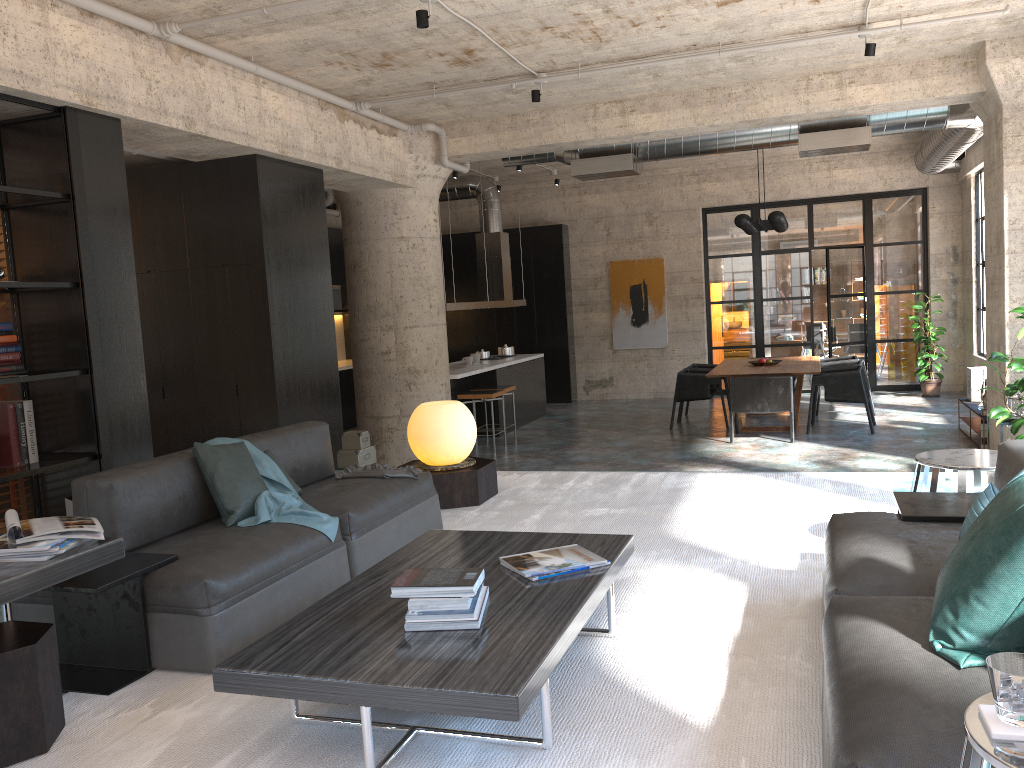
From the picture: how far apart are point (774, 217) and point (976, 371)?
2.80m

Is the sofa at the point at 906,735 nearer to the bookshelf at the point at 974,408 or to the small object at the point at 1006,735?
the small object at the point at 1006,735

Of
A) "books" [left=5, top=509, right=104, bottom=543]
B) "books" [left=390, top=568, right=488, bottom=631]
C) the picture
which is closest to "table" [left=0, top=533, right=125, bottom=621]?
"books" [left=5, top=509, right=104, bottom=543]

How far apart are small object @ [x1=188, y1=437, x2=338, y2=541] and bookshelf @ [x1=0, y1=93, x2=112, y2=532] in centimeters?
131cm

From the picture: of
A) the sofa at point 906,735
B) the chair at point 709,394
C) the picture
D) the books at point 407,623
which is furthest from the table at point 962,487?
the picture

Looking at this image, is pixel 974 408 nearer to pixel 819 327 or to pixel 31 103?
pixel 819 327

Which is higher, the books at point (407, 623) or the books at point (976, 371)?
the books at point (407, 623)

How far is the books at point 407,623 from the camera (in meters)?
2.65

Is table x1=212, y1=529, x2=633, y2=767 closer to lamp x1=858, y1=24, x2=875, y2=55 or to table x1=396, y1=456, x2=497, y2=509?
table x1=396, y1=456, x2=497, y2=509

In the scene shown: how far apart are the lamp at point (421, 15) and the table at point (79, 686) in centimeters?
351cm
